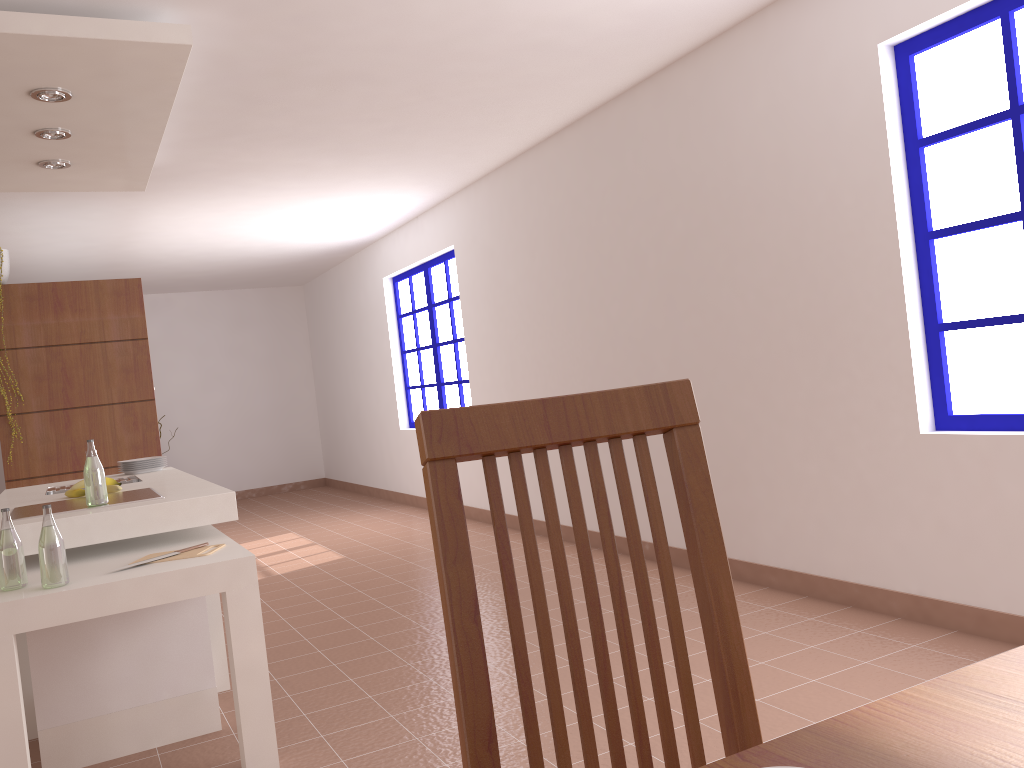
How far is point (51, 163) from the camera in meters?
4.2 m

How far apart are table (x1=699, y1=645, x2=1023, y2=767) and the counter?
2.6 meters

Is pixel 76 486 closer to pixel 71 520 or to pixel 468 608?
pixel 71 520

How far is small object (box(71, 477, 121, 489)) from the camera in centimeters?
358cm

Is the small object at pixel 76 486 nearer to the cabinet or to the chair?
the cabinet

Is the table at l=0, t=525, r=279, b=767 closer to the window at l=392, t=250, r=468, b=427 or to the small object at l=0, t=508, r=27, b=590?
the small object at l=0, t=508, r=27, b=590

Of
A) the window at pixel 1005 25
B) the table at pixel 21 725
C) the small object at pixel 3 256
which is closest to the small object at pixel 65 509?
the table at pixel 21 725

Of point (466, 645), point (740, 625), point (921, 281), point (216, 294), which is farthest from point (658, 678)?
point (216, 294)

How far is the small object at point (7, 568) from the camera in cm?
250

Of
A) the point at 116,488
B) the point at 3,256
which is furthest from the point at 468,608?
the point at 3,256
